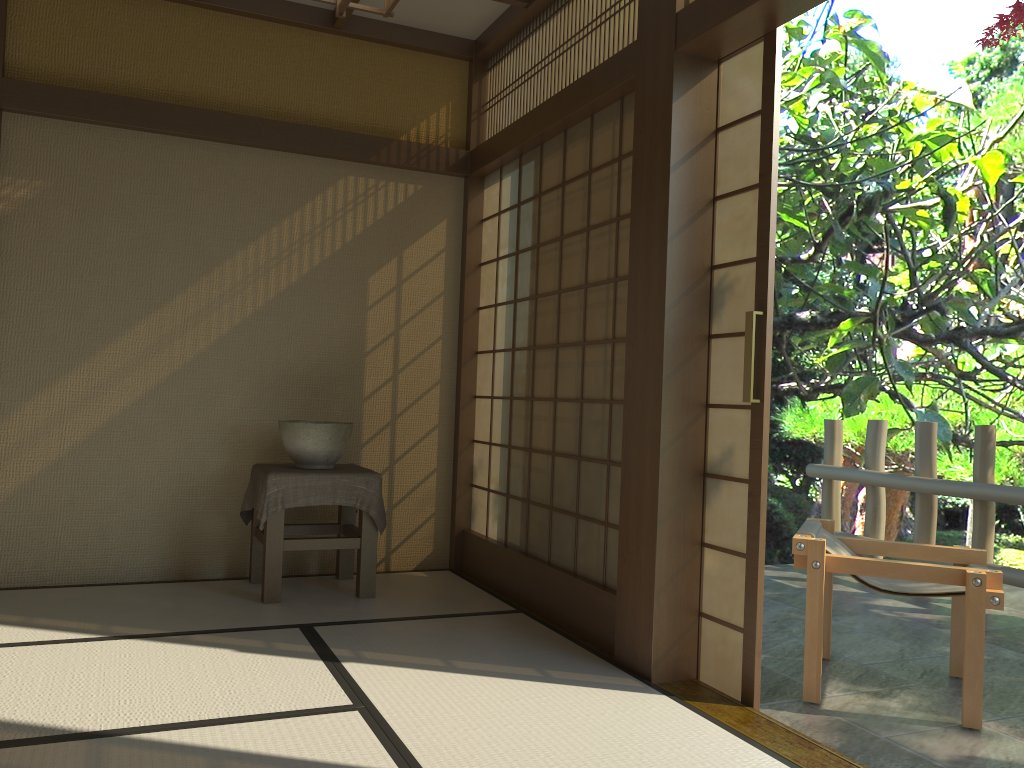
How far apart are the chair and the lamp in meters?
2.3 m

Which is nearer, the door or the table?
the door

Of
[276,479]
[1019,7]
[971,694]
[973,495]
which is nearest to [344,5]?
[276,479]

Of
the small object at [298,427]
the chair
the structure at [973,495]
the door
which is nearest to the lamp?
the door

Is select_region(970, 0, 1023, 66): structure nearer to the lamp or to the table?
the table

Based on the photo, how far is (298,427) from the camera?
4.2 meters

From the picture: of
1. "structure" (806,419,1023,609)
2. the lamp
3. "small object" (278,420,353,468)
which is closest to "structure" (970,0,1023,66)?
"structure" (806,419,1023,609)

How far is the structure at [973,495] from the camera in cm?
500

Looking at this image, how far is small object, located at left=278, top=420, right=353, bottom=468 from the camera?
4.2 meters

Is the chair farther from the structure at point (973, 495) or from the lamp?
the lamp
